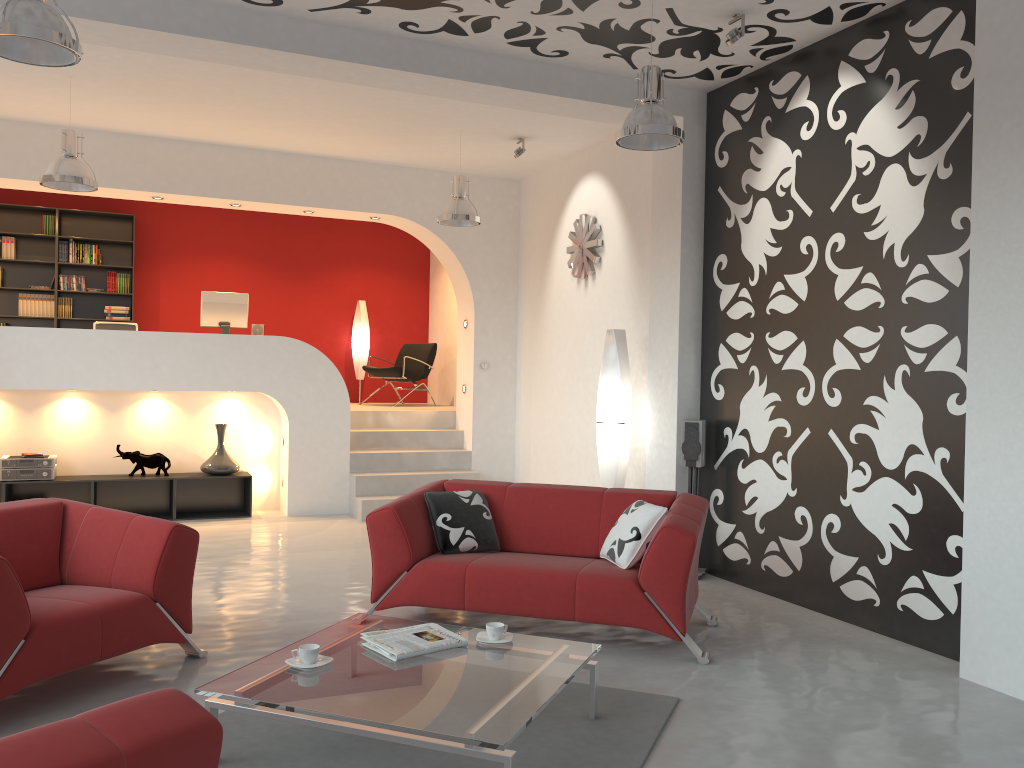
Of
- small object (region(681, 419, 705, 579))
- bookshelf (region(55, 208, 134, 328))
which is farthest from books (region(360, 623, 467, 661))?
bookshelf (region(55, 208, 134, 328))

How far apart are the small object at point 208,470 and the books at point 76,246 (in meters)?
3.34

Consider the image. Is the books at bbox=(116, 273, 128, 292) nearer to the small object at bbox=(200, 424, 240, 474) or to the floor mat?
the small object at bbox=(200, 424, 240, 474)

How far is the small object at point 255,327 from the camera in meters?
9.1 m

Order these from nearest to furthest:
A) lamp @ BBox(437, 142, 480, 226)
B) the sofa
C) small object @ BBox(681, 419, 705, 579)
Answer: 1. the sofa
2. small object @ BBox(681, 419, 705, 579)
3. lamp @ BBox(437, 142, 480, 226)

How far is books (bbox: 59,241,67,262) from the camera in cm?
1024

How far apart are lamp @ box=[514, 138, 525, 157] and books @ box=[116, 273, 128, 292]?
5.4 meters

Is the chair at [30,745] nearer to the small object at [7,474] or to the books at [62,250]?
the small object at [7,474]

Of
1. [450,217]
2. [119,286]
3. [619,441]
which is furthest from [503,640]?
[119,286]

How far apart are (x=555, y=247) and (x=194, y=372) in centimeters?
363cm
